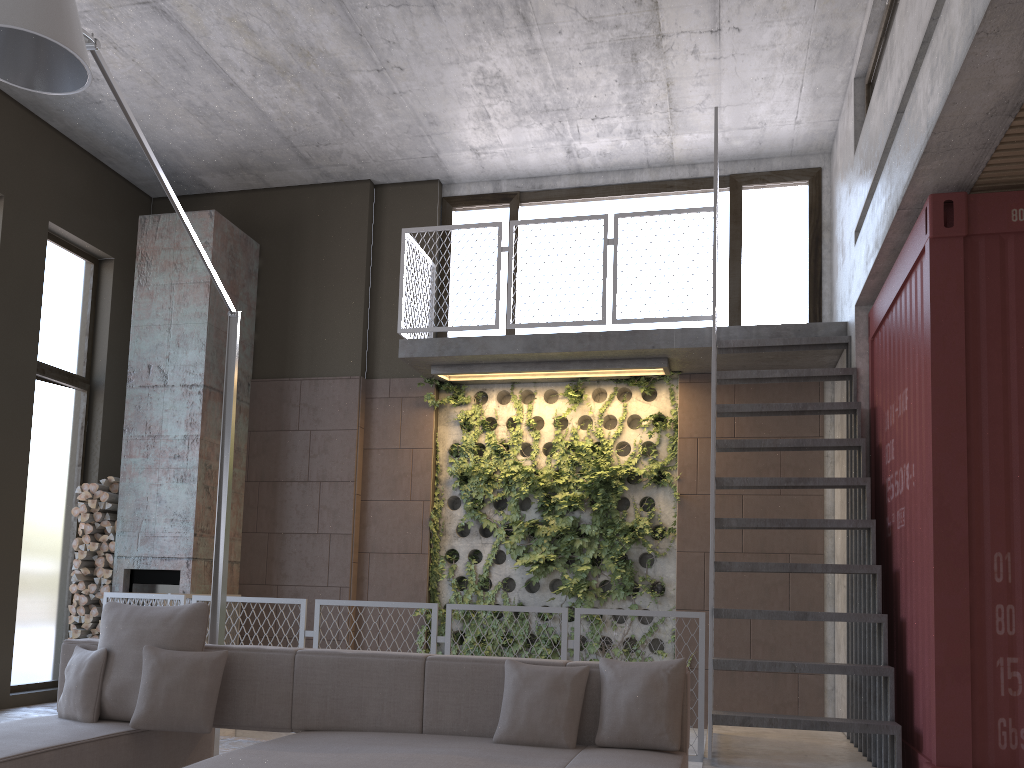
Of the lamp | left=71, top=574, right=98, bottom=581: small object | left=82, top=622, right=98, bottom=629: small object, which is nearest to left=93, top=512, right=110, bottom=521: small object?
left=71, top=574, right=98, bottom=581: small object

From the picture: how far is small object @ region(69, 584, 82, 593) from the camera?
7.91m

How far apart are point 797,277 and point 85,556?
6.9m

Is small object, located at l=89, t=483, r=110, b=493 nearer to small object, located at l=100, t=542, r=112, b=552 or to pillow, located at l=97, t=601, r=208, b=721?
small object, located at l=100, t=542, r=112, b=552

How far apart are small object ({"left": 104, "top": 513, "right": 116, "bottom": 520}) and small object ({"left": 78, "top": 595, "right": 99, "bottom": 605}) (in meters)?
0.73

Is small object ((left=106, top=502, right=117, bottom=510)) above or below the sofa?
above

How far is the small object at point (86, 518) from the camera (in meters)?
7.93

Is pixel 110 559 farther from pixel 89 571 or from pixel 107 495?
pixel 107 495

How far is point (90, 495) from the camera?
8.0 meters

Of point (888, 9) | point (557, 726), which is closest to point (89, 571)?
point (557, 726)
